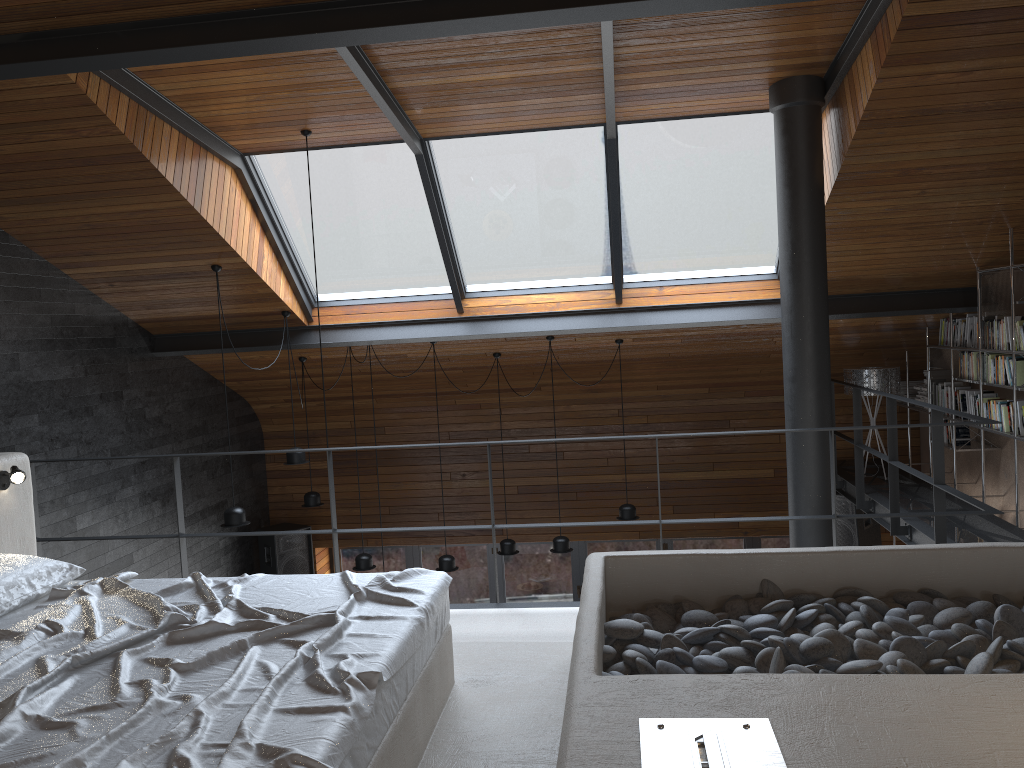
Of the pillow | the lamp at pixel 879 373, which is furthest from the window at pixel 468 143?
the pillow

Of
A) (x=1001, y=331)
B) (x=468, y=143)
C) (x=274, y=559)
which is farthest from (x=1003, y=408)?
(x=274, y=559)

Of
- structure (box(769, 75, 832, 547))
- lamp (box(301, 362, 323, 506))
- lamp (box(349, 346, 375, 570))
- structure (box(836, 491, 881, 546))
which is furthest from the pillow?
structure (box(836, 491, 881, 546))

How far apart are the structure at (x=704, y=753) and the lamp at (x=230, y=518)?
2.5 meters

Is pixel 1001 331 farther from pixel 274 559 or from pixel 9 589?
pixel 274 559

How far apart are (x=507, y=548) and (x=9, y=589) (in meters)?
5.44

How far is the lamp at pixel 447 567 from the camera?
7.9 meters

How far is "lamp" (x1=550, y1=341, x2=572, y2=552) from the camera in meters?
7.8

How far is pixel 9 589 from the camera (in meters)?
3.14

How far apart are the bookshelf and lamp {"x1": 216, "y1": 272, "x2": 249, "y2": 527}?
5.4 meters
